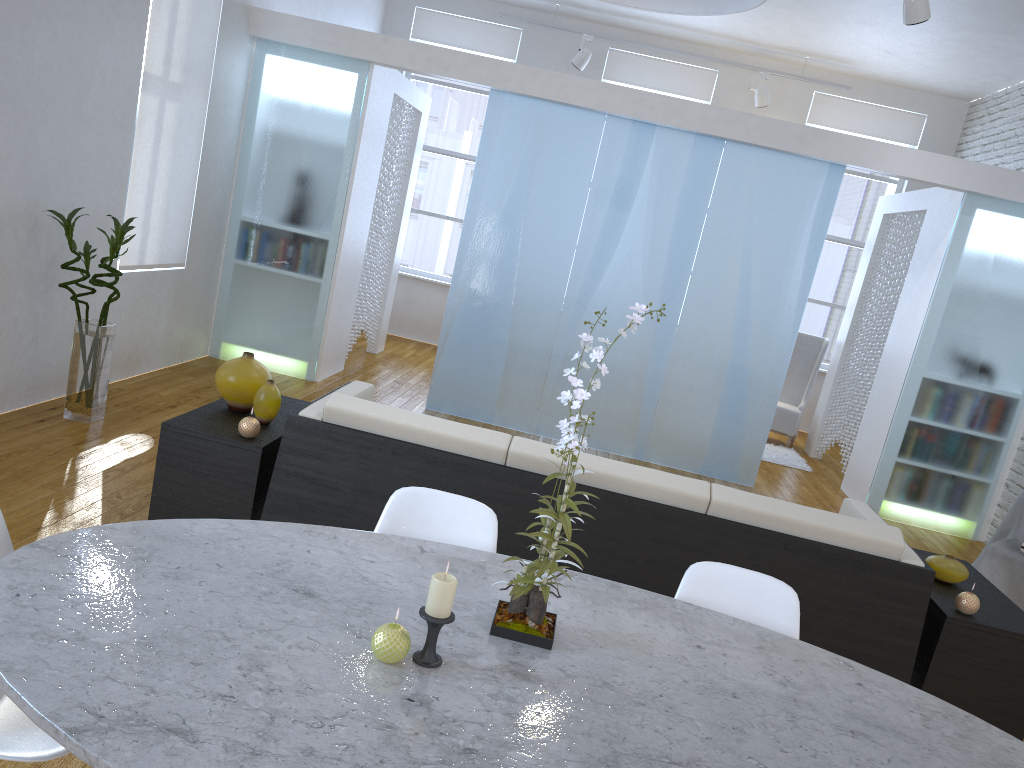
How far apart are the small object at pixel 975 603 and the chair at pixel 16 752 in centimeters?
255cm

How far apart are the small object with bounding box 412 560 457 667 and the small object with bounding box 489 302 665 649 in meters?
0.2

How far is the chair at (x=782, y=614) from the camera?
1.94m

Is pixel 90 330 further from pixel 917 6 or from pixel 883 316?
pixel 883 316

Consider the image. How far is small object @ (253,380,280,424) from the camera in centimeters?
311cm

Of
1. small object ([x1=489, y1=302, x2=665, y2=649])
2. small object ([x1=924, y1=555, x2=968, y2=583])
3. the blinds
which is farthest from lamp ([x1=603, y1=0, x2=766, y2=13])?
the blinds

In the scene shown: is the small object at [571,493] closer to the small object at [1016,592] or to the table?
the table

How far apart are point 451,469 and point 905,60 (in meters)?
6.12

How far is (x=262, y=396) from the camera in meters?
3.1 m

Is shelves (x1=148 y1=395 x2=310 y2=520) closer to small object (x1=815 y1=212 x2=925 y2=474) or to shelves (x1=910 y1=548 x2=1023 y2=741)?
shelves (x1=910 y1=548 x2=1023 y2=741)
